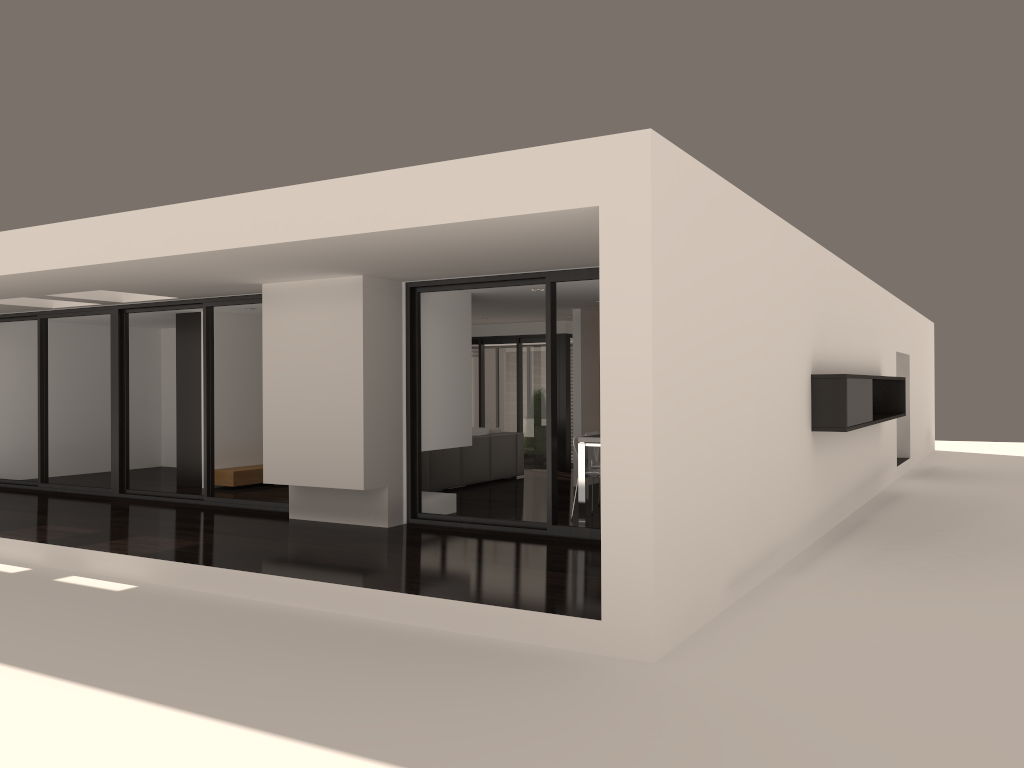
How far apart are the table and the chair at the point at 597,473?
0.2m

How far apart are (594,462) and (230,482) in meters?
5.1

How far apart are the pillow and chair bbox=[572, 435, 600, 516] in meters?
4.3

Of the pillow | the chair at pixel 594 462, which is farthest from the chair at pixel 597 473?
the pillow

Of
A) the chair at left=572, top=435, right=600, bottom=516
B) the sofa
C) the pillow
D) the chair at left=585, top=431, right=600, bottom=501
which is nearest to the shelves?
the sofa

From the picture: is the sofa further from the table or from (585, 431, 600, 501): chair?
the table

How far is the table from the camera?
8.8 meters

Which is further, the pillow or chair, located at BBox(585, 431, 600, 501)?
the pillow

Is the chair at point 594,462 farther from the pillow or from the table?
the pillow

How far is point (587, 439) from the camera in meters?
8.8
